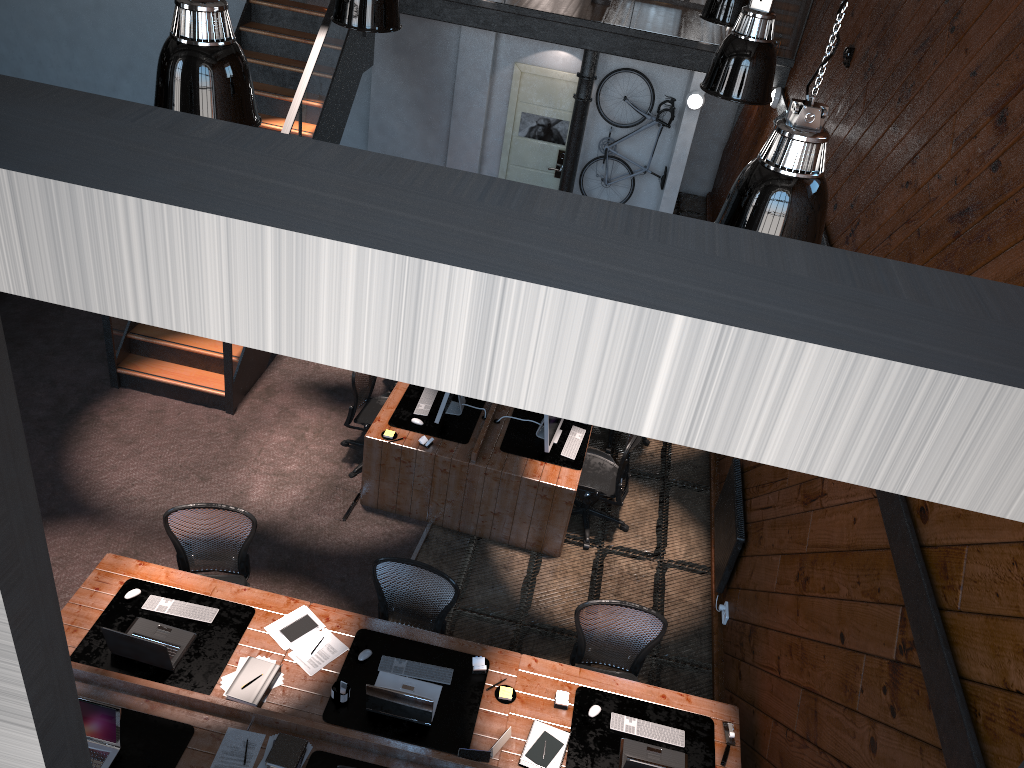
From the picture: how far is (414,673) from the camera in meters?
5.3

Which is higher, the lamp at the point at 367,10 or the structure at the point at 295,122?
the lamp at the point at 367,10

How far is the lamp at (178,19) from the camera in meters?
3.5

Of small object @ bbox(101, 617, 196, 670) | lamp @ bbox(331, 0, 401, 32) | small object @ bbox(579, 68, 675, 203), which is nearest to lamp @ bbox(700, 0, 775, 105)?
lamp @ bbox(331, 0, 401, 32)

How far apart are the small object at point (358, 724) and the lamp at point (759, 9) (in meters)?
3.70

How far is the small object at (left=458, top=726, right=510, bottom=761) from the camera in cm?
487

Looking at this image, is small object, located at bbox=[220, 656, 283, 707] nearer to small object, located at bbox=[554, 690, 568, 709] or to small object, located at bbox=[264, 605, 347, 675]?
small object, located at bbox=[264, 605, 347, 675]

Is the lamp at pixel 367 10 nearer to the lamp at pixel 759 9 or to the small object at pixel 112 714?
the lamp at pixel 759 9

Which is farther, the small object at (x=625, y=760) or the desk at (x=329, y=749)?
the small object at (x=625, y=760)

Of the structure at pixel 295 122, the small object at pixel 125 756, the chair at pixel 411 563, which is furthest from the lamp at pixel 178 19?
the structure at pixel 295 122
